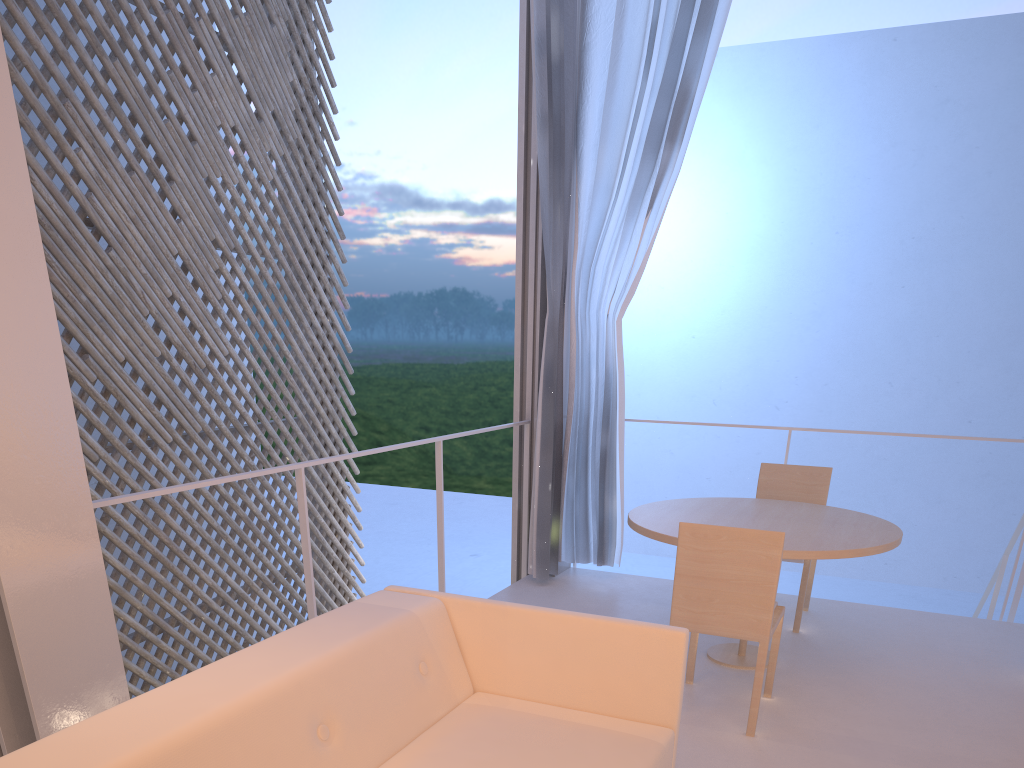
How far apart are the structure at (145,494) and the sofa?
0.4m

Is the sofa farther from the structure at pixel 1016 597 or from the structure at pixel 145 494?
the structure at pixel 1016 597

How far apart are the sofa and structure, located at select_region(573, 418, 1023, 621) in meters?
1.7 m

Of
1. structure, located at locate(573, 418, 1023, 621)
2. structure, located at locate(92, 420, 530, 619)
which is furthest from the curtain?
structure, located at locate(573, 418, 1023, 621)

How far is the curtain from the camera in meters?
2.5

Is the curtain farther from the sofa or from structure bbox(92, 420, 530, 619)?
the sofa

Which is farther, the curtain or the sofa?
the curtain

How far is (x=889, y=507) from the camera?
8.0m

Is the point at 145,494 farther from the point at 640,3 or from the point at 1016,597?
the point at 1016,597

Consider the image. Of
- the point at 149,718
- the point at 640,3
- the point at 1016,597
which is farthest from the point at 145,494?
the point at 1016,597
